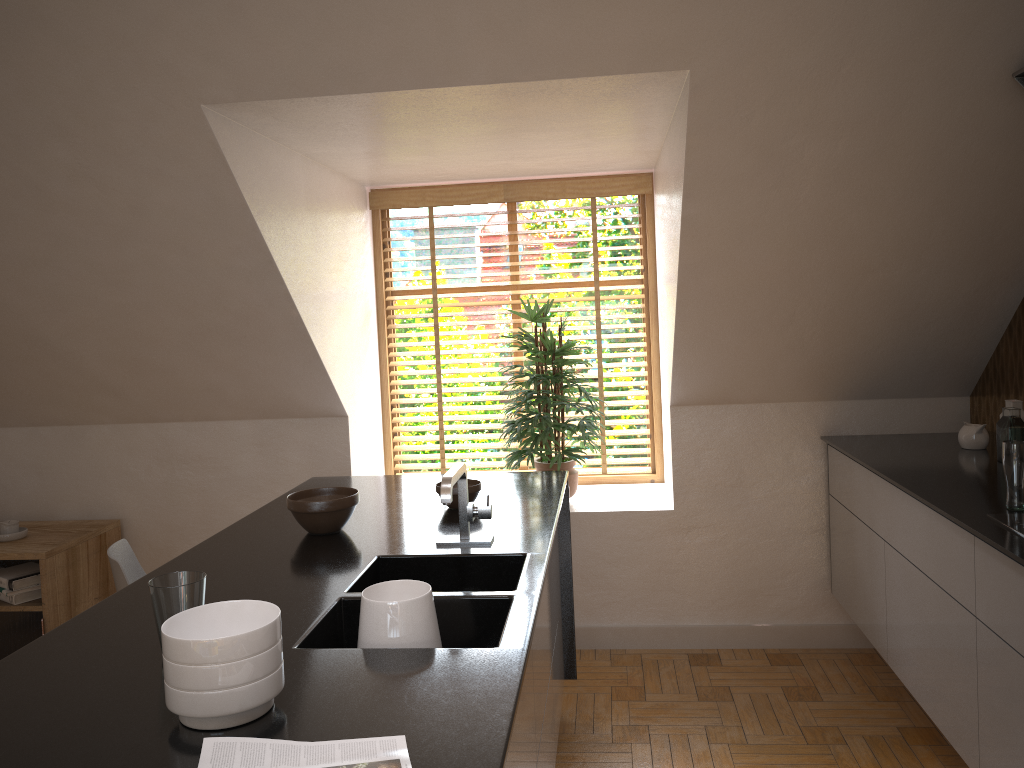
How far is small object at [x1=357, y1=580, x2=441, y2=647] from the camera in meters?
1.7 m

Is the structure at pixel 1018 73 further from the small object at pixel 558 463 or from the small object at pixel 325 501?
the small object at pixel 325 501

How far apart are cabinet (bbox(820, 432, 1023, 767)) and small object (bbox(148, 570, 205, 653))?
1.8 meters

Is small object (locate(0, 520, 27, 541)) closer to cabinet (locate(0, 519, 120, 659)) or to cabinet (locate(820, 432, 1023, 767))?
cabinet (locate(0, 519, 120, 659))

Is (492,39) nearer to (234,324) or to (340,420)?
(234,324)

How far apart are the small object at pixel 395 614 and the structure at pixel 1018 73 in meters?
2.1

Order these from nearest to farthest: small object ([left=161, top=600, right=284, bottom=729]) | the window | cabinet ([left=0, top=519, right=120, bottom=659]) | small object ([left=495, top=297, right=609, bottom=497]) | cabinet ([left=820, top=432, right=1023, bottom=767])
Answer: small object ([left=161, top=600, right=284, bottom=729]) → cabinet ([left=820, top=432, right=1023, bottom=767]) → cabinet ([left=0, top=519, right=120, bottom=659]) → small object ([left=495, top=297, right=609, bottom=497]) → the window

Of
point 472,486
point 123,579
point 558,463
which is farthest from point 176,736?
point 558,463

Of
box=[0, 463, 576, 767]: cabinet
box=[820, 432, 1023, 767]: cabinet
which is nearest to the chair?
box=[0, 463, 576, 767]: cabinet

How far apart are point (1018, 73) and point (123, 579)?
2.9 meters
